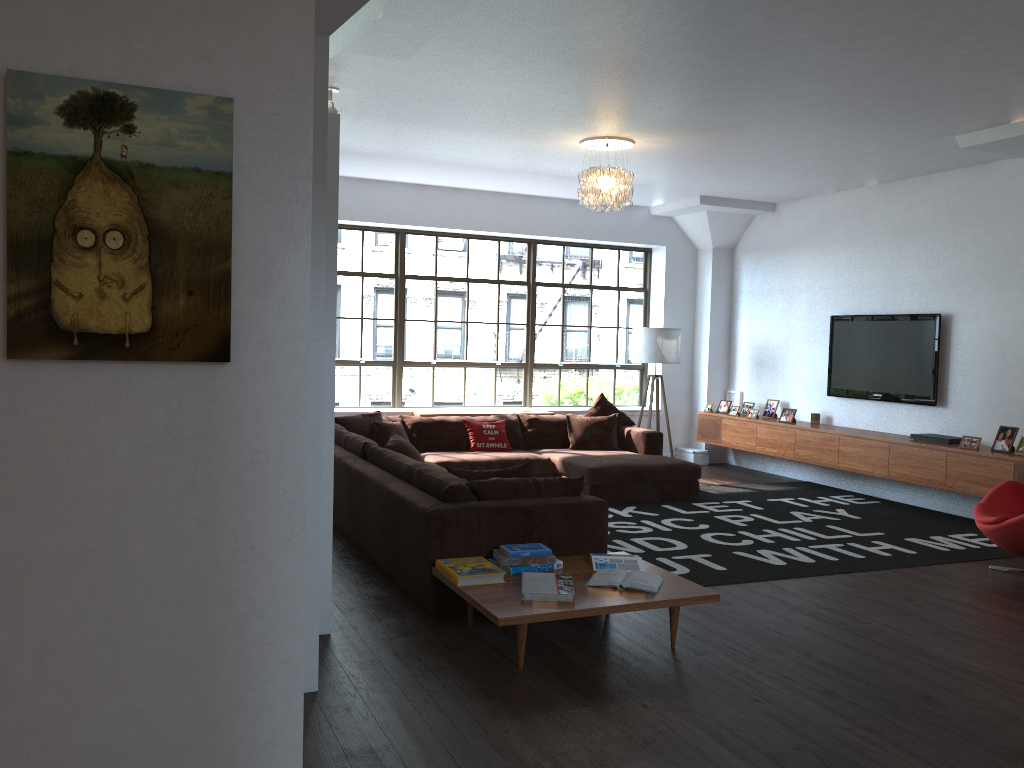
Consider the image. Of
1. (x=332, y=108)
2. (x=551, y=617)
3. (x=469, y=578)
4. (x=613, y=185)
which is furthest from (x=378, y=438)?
(x=551, y=617)

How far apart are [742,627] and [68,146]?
3.7m

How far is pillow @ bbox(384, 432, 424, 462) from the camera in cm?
623

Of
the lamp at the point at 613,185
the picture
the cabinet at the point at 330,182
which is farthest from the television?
the picture

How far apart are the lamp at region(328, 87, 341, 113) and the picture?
3.9m

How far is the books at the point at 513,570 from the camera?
4.27m

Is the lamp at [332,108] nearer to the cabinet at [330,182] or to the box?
the cabinet at [330,182]

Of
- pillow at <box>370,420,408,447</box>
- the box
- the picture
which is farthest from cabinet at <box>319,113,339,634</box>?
the box

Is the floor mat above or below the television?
below

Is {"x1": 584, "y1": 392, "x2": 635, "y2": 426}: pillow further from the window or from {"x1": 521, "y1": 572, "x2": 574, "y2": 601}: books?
{"x1": 521, "y1": 572, "x2": 574, "y2": 601}: books
